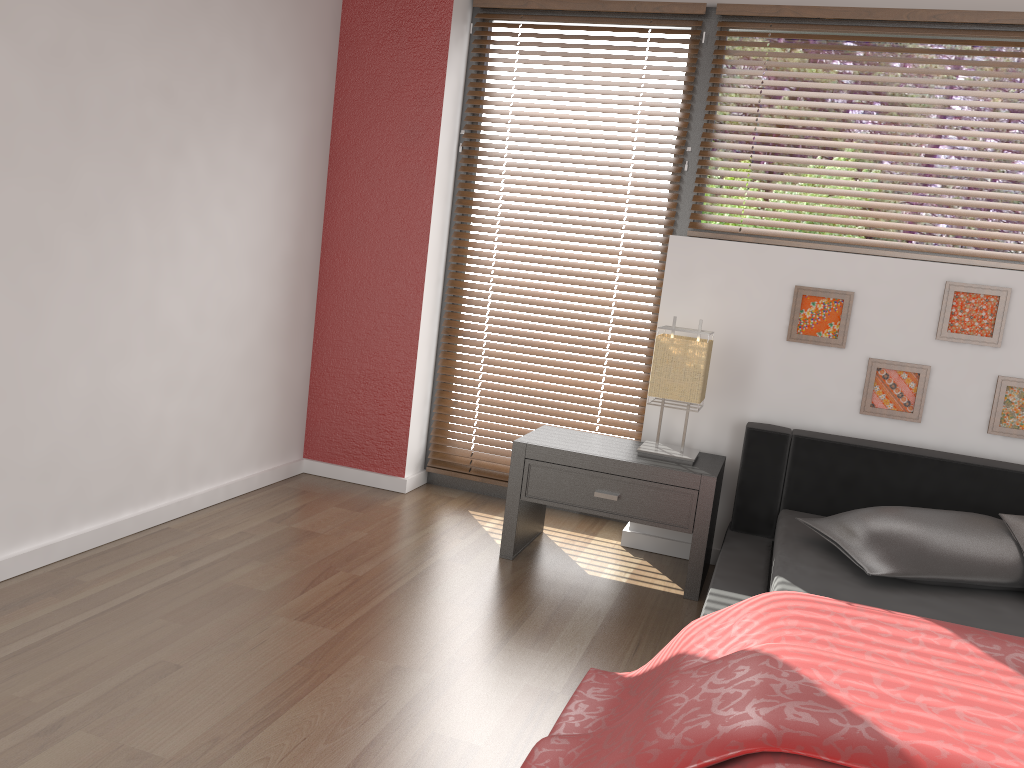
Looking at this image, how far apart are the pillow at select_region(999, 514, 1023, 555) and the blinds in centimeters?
112cm

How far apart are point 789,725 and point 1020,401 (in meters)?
2.06

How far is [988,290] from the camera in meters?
3.0 m

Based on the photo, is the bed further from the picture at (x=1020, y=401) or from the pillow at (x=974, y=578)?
the picture at (x=1020, y=401)

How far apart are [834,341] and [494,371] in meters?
1.4

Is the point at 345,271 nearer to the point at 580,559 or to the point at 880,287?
the point at 580,559

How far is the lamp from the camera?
3.00m

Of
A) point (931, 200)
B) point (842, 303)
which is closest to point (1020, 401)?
point (842, 303)

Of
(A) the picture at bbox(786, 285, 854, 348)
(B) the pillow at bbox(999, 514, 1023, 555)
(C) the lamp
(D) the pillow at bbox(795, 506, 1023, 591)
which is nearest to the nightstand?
(C) the lamp

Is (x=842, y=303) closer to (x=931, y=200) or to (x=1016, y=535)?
(x=931, y=200)
